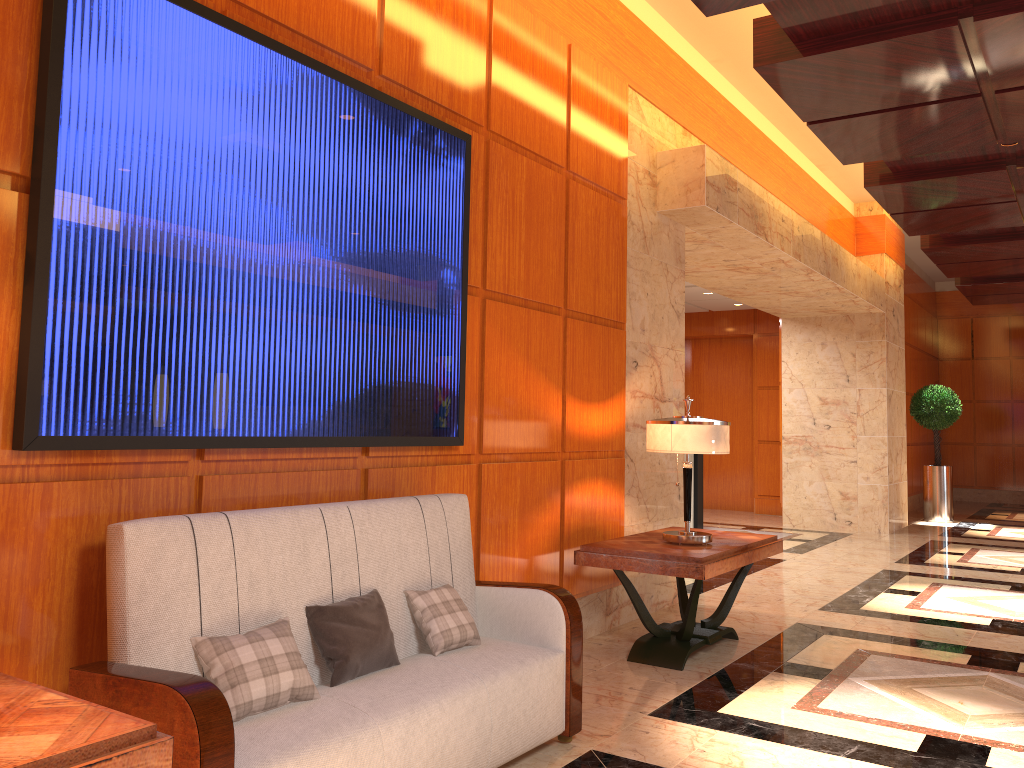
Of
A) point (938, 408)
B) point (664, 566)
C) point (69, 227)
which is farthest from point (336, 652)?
point (938, 408)

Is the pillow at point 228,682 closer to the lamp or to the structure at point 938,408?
the lamp

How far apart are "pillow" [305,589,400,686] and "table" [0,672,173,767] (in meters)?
0.94

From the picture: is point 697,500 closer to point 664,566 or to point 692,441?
point 692,441

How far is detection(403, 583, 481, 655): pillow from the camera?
3.22m

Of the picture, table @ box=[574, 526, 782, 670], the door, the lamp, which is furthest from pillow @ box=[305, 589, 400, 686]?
the door

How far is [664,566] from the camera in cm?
442

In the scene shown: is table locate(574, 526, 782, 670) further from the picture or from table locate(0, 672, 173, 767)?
table locate(0, 672, 173, 767)

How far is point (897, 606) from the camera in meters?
6.4

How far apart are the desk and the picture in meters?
7.2
